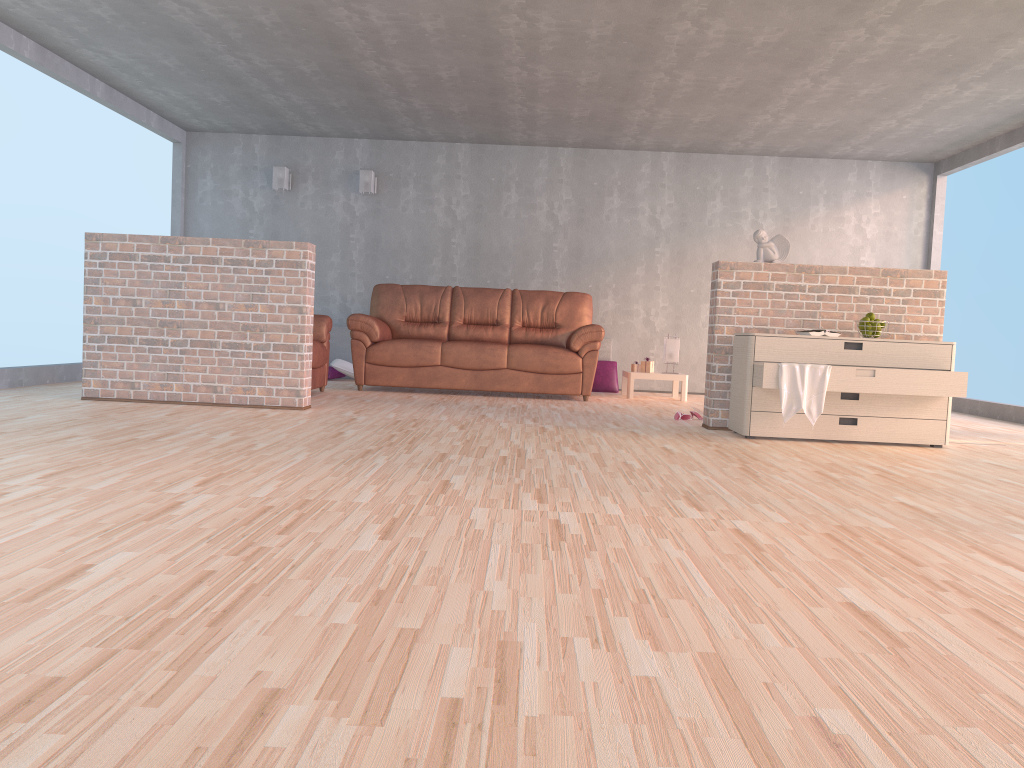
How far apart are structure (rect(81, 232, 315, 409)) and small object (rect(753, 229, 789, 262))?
2.8 meters

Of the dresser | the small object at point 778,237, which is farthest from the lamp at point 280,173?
the dresser

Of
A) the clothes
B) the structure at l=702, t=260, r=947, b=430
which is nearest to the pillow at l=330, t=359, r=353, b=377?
the structure at l=702, t=260, r=947, b=430

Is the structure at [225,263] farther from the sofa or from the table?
the table

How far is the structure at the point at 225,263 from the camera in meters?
5.6 m

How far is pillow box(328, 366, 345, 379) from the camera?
8.7 meters

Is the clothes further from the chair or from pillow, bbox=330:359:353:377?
pillow, bbox=330:359:353:377

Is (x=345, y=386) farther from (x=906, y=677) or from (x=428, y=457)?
(x=906, y=677)

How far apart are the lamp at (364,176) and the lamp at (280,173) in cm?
79

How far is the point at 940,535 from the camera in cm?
266
